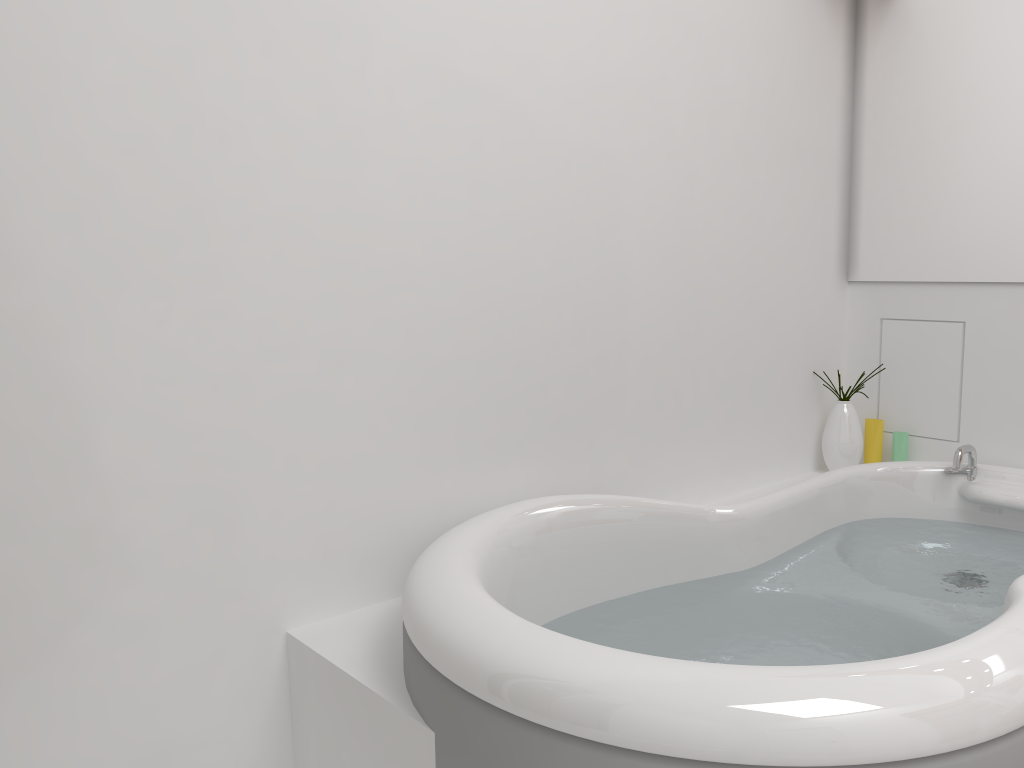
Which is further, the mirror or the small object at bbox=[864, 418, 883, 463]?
the small object at bbox=[864, 418, 883, 463]

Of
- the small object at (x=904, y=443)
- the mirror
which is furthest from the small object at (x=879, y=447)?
the mirror

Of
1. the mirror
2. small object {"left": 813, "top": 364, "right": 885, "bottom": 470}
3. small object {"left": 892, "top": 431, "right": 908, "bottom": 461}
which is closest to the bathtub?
small object {"left": 813, "top": 364, "right": 885, "bottom": 470}

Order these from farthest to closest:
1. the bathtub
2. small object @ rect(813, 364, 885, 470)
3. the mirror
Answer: small object @ rect(813, 364, 885, 470)
the mirror
the bathtub

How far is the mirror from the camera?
2.3m

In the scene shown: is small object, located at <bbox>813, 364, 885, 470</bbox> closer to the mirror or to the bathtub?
the bathtub

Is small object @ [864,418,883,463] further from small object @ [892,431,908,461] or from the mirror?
the mirror

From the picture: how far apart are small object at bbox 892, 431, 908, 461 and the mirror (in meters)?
0.45

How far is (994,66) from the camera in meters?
2.3 m

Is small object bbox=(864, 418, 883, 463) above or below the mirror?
below
